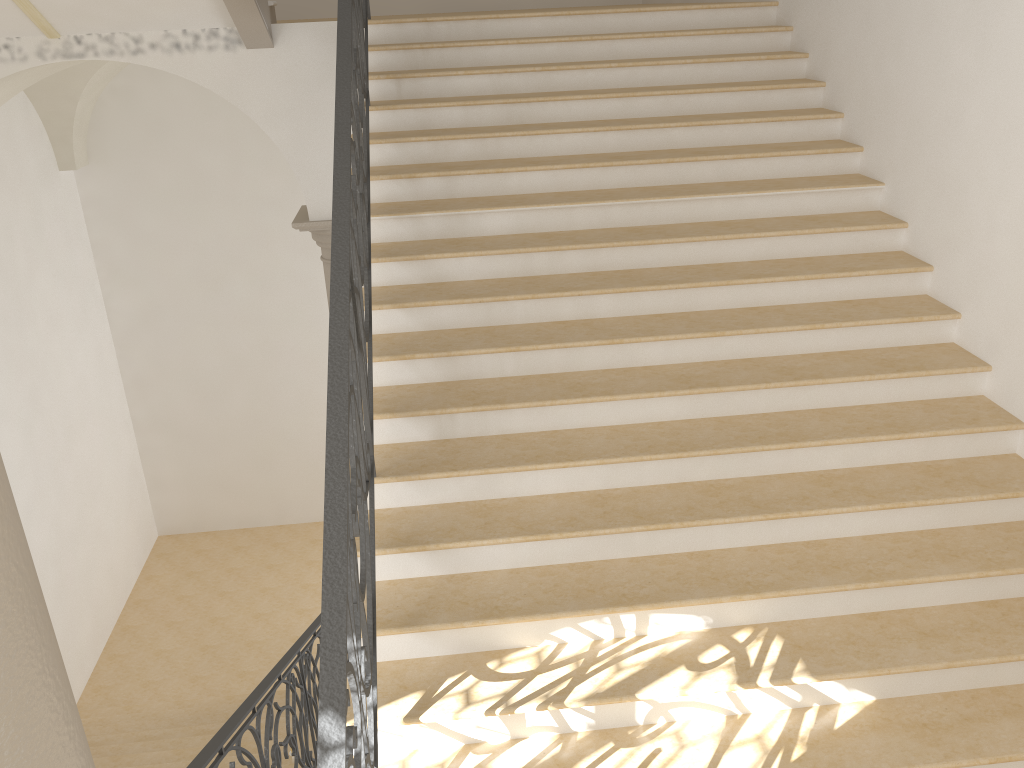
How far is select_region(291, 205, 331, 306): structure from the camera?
6.85m

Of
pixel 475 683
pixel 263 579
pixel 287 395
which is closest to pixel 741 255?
pixel 475 683

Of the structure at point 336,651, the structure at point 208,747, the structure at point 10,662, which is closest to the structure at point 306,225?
the structure at point 336,651

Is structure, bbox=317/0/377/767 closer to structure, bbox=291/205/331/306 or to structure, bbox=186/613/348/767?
structure, bbox=186/613/348/767

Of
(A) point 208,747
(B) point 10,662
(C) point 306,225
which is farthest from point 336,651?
(C) point 306,225

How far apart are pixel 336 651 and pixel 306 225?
5.1 meters

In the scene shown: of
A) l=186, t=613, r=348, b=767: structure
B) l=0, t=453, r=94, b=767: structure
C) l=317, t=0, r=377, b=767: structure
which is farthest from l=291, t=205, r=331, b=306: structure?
l=0, t=453, r=94, b=767: structure

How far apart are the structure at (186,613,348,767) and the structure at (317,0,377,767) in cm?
96

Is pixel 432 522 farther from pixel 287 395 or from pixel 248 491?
pixel 248 491

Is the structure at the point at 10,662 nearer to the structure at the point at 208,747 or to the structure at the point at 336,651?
the structure at the point at 336,651
